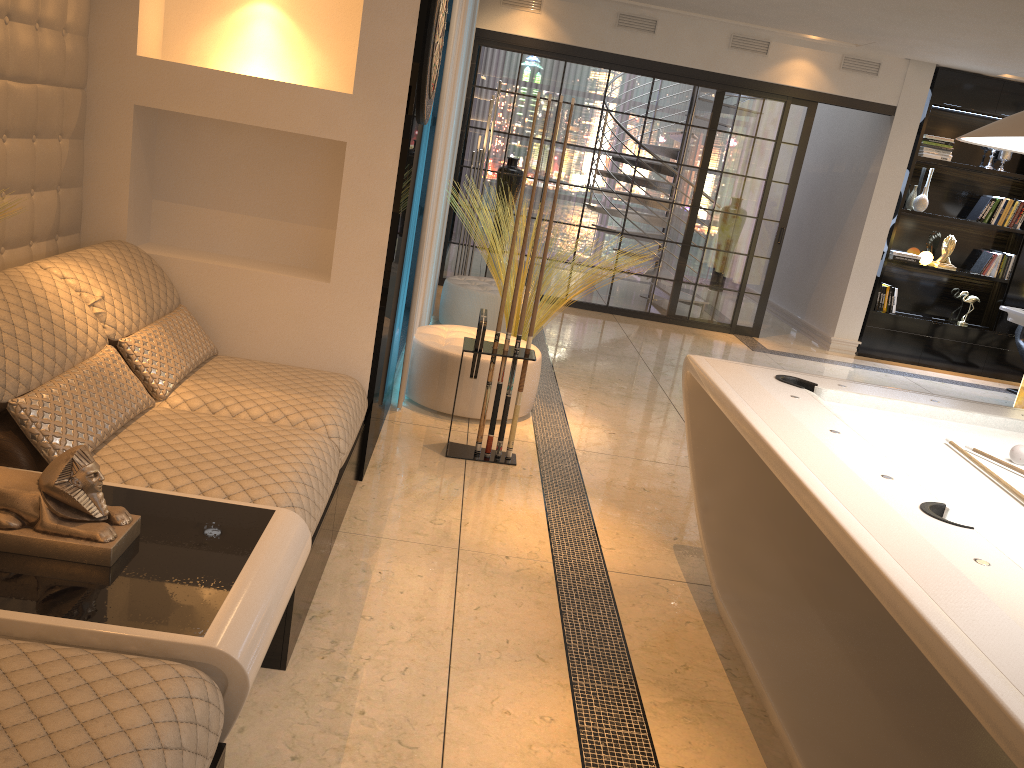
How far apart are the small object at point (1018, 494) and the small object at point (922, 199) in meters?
6.3 m

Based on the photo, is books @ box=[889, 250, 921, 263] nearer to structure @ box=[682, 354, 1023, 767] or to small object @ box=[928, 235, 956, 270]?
small object @ box=[928, 235, 956, 270]

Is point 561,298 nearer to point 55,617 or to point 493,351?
point 493,351

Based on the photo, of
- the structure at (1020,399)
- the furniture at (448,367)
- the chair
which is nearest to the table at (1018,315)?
the chair

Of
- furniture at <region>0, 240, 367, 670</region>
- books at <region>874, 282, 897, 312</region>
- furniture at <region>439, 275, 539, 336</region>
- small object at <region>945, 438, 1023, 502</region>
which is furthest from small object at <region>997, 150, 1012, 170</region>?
furniture at <region>0, 240, 367, 670</region>

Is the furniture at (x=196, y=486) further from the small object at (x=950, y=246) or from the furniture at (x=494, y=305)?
the small object at (x=950, y=246)

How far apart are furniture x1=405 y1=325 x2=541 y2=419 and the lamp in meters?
2.5

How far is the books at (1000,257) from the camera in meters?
8.2

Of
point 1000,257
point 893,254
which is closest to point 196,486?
point 893,254

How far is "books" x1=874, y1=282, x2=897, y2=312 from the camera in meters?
8.2
